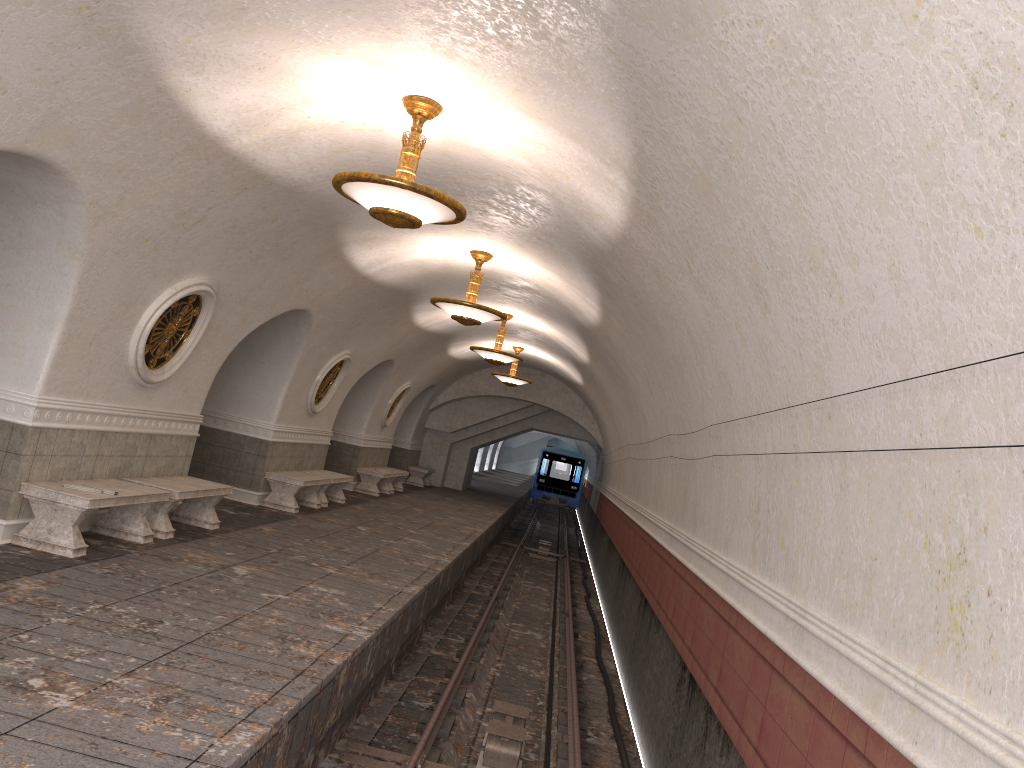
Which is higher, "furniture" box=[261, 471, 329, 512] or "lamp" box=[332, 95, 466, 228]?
"lamp" box=[332, 95, 466, 228]

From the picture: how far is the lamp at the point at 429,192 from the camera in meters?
6.1 m

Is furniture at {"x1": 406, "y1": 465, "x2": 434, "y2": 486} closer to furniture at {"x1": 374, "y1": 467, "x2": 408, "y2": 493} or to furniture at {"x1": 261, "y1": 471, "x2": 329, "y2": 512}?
furniture at {"x1": 374, "y1": 467, "x2": 408, "y2": 493}

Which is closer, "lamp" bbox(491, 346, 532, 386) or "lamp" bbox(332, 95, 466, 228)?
"lamp" bbox(332, 95, 466, 228)

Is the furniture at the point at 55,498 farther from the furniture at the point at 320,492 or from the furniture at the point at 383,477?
the furniture at the point at 383,477

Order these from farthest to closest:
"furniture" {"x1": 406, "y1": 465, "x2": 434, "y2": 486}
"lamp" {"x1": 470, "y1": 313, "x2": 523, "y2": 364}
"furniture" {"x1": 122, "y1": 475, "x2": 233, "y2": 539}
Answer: "furniture" {"x1": 406, "y1": 465, "x2": 434, "y2": 486}, "lamp" {"x1": 470, "y1": 313, "x2": 523, "y2": 364}, "furniture" {"x1": 122, "y1": 475, "x2": 233, "y2": 539}

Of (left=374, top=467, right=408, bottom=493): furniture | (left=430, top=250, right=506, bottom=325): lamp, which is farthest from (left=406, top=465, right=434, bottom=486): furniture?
(left=430, top=250, right=506, bottom=325): lamp

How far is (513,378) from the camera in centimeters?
2056cm

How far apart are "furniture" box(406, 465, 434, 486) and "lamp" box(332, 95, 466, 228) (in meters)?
19.09

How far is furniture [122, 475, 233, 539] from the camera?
8.9m
